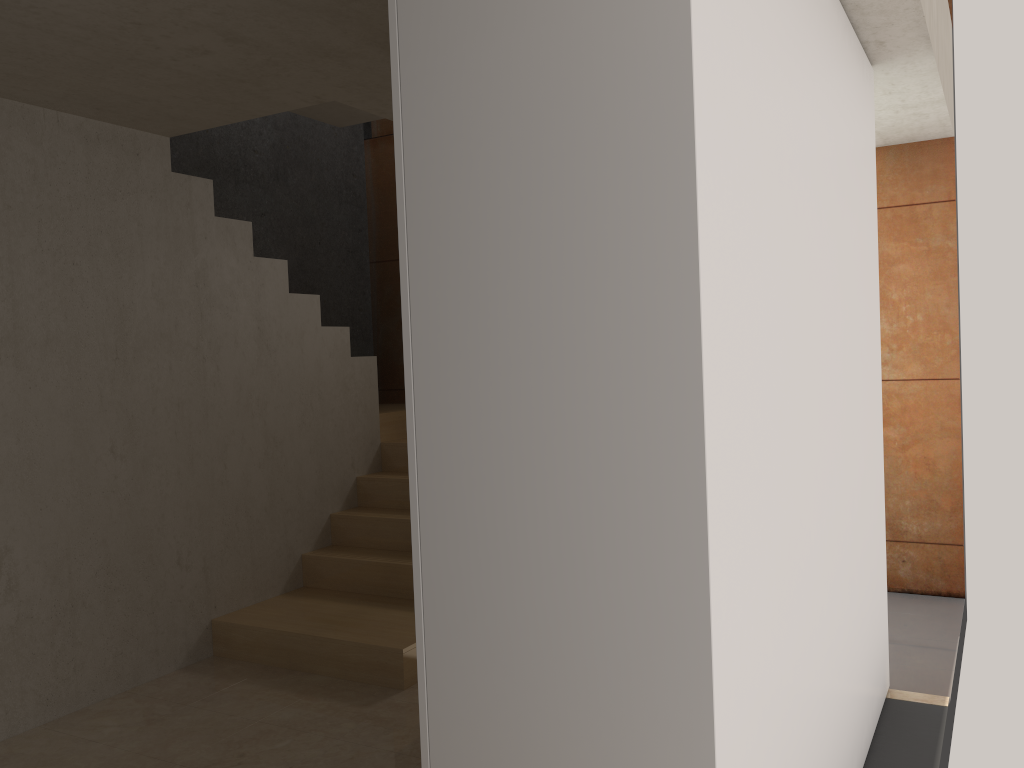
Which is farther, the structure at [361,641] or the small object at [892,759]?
the structure at [361,641]

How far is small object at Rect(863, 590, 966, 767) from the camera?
3.0 meters

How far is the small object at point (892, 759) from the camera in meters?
3.0

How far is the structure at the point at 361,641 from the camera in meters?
3.9

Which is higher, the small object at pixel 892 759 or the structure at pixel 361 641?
the structure at pixel 361 641

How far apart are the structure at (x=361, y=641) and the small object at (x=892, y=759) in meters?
1.8

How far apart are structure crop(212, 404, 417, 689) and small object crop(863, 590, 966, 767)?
1.8 meters
